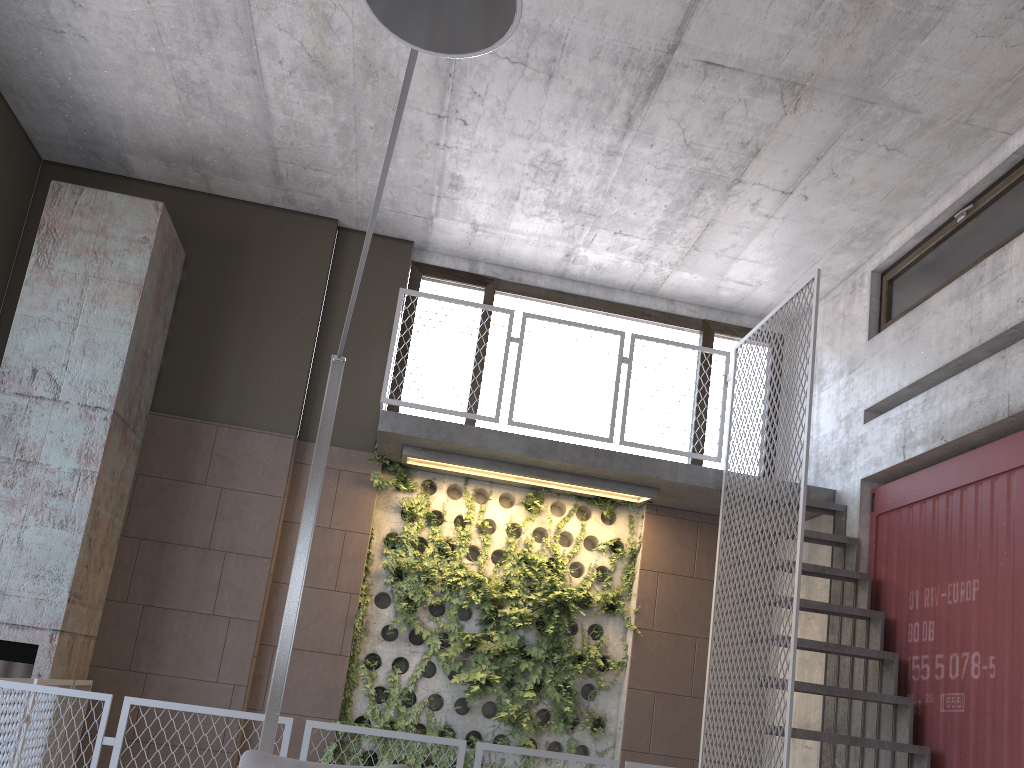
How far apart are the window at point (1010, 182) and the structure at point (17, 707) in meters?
4.0

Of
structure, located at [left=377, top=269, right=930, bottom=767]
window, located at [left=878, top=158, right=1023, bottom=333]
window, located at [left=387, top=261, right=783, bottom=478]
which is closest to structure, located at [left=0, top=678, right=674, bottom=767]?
structure, located at [left=377, top=269, right=930, bottom=767]

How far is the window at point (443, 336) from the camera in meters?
8.0

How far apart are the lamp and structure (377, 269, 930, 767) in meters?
2.4 m

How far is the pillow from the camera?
2.7m

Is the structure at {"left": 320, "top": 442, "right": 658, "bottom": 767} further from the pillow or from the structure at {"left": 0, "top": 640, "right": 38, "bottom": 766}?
the pillow

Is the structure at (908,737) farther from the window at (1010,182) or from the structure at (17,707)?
the window at (1010,182)

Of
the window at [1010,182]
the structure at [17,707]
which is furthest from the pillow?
the window at [1010,182]

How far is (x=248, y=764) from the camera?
2.7 meters

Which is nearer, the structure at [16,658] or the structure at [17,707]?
the structure at [17,707]
